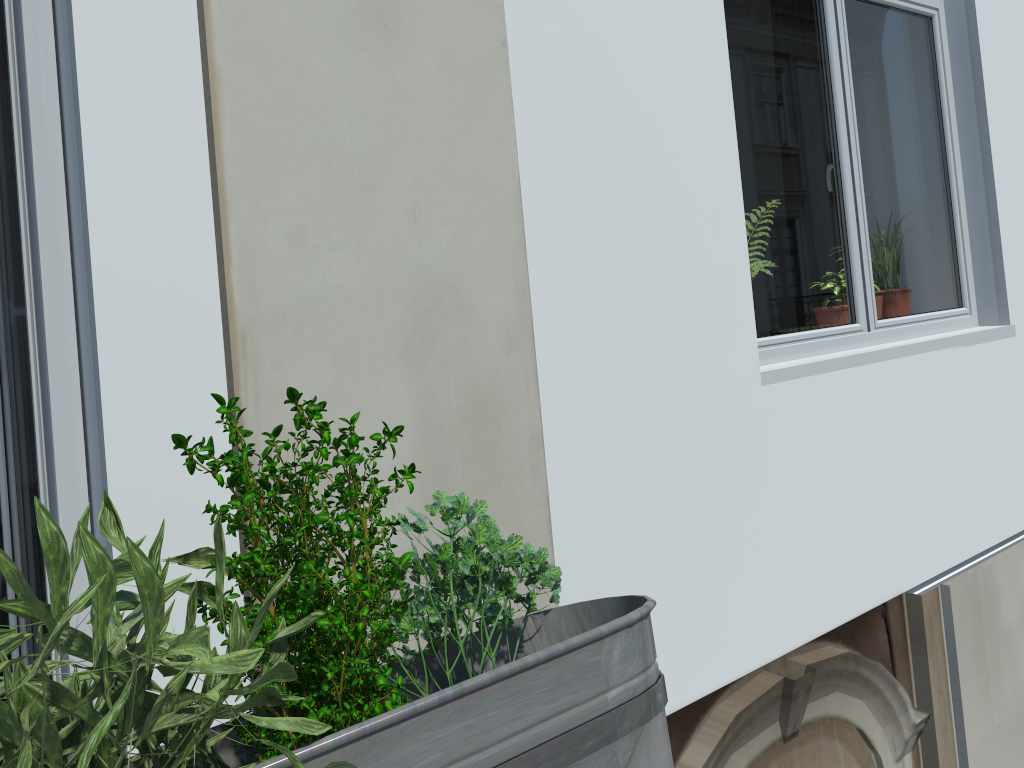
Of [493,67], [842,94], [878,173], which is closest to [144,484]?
[493,67]

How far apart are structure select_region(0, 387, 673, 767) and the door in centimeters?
103cm

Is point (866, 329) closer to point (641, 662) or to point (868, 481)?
point (868, 481)

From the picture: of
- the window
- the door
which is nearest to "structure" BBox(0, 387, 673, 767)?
the door

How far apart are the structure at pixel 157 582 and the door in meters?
1.0 m

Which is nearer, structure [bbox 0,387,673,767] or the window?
structure [bbox 0,387,673,767]

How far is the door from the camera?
1.5 meters

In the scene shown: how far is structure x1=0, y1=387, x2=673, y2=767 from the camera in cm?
42

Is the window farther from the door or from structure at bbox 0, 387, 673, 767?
structure at bbox 0, 387, 673, 767

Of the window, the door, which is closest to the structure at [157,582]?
the door
